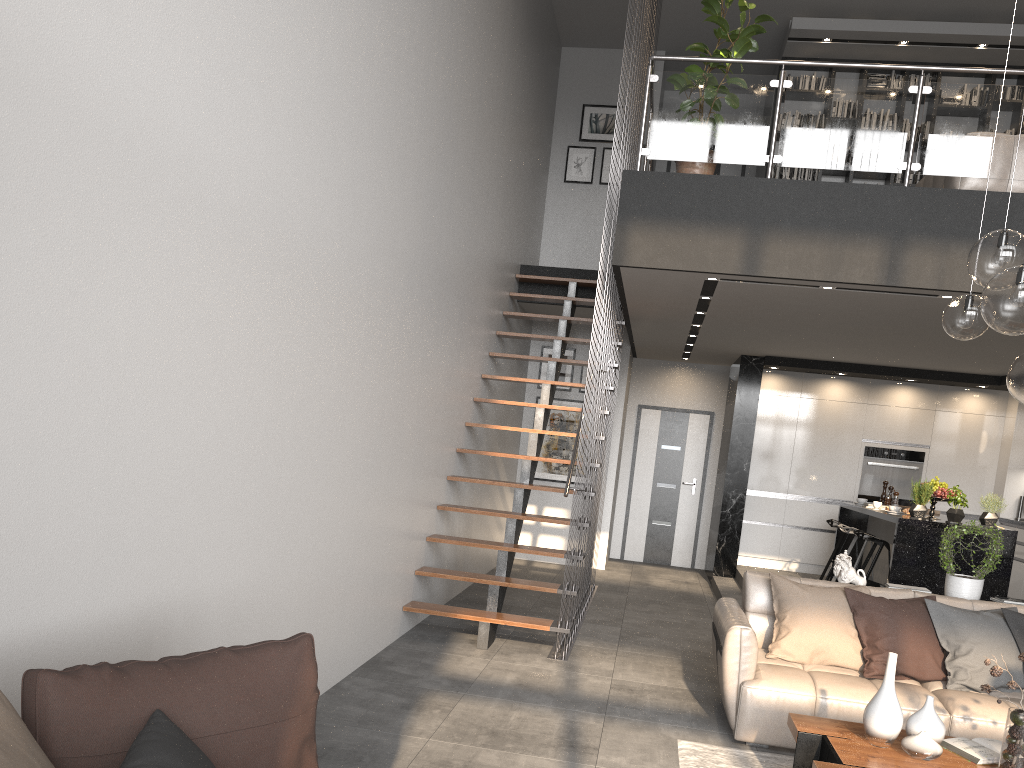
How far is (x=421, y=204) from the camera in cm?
565

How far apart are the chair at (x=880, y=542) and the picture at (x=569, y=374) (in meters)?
3.54

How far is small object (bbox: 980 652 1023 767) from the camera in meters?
3.2 m

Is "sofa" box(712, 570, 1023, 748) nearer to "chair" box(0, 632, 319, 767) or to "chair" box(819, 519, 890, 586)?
"chair" box(819, 519, 890, 586)

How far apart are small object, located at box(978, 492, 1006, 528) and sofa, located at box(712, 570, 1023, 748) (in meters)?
2.21

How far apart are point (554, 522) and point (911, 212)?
3.2m

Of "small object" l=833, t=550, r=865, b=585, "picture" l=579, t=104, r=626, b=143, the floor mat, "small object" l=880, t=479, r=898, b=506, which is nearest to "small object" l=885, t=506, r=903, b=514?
"small object" l=880, t=479, r=898, b=506

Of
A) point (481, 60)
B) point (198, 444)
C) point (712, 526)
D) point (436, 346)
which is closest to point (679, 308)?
point (436, 346)

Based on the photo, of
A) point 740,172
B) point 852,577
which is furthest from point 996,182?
point 740,172

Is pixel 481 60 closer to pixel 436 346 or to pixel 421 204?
pixel 421 204
